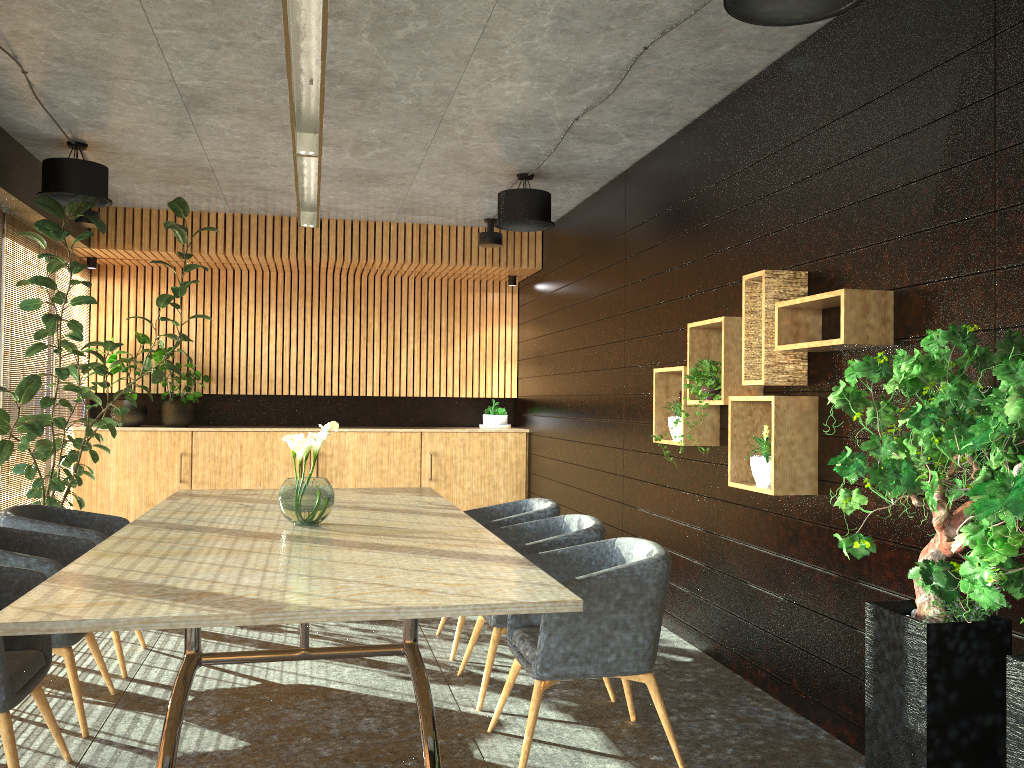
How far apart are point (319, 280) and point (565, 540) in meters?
6.8 m

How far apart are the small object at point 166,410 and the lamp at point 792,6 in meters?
7.7 m

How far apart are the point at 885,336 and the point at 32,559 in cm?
397

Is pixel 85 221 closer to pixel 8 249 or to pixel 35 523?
pixel 8 249

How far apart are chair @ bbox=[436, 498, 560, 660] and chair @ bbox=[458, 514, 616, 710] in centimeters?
26cm

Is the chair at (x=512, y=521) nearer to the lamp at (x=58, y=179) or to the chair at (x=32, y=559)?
the chair at (x=32, y=559)

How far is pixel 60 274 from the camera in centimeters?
868cm

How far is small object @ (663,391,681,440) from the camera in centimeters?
563cm

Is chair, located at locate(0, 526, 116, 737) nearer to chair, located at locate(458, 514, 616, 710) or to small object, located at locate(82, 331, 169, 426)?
chair, located at locate(458, 514, 616, 710)

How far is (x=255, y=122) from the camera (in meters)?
6.11
